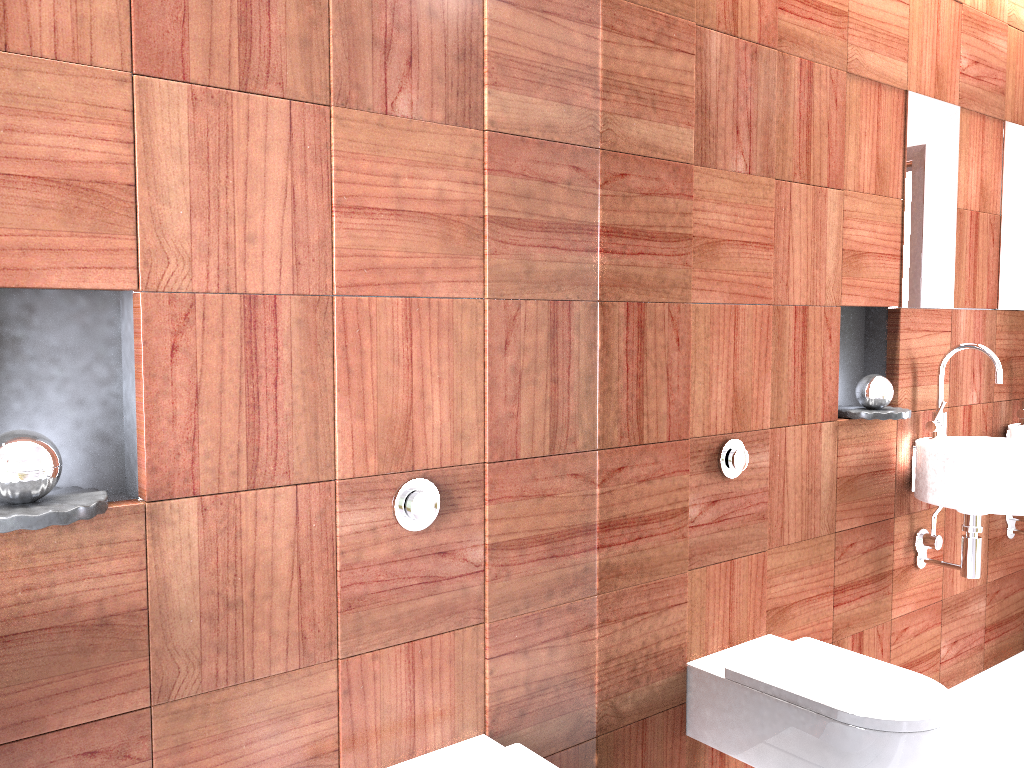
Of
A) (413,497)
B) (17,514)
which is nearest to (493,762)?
(413,497)

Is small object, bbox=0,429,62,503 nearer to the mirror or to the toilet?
the toilet

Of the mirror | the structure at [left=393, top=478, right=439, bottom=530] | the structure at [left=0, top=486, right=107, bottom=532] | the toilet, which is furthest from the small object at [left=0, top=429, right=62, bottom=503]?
the mirror

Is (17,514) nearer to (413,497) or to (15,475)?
(15,475)

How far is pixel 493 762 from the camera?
1.6 meters

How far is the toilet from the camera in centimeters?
159cm

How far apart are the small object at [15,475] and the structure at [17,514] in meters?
0.0 m

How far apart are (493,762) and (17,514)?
0.9m

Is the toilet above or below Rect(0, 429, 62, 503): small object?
below

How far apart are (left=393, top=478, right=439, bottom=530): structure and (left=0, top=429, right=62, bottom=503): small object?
0.6m
